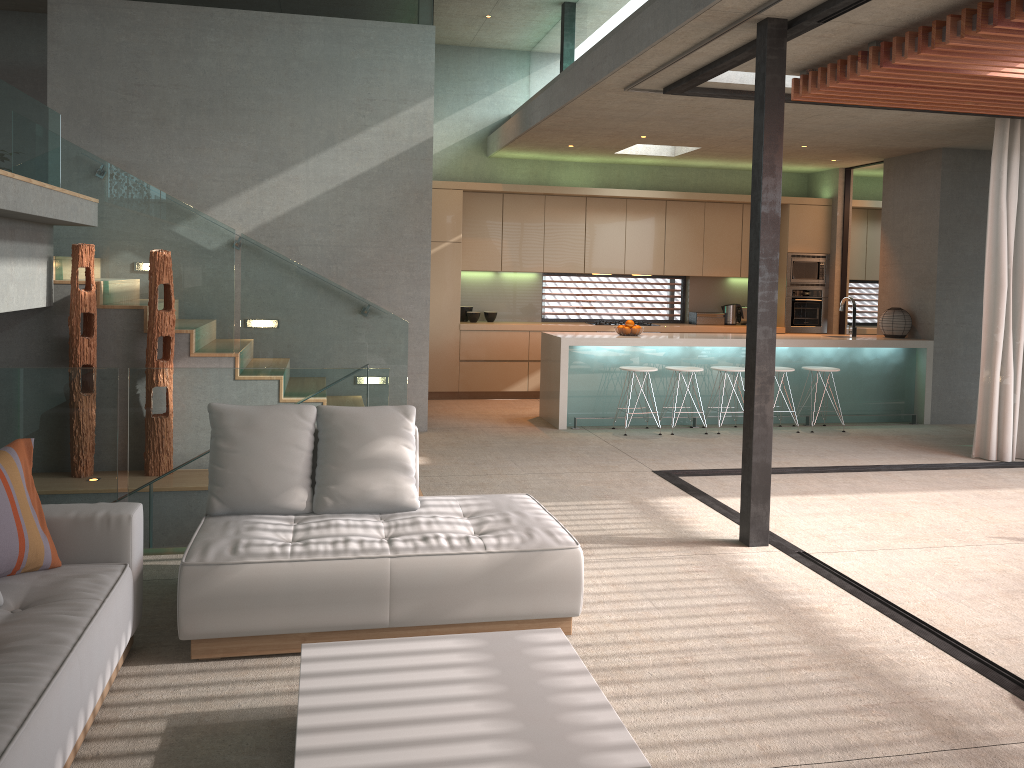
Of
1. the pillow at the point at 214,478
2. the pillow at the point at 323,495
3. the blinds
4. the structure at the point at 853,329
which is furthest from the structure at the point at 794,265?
the pillow at the point at 214,478

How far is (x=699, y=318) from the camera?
11.43m

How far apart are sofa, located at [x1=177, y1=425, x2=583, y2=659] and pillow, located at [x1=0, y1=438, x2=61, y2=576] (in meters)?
0.43

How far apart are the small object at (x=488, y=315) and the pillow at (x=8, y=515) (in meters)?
7.79

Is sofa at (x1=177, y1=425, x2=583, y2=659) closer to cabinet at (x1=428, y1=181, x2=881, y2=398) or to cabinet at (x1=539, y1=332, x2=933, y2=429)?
cabinet at (x1=539, y1=332, x2=933, y2=429)

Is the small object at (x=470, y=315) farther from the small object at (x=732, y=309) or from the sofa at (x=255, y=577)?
the sofa at (x=255, y=577)

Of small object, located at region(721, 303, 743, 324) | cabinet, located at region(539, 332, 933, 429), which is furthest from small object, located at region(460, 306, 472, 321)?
small object, located at region(721, 303, 743, 324)

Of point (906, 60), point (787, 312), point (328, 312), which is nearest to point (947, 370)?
point (787, 312)

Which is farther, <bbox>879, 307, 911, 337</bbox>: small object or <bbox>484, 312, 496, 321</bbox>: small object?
<bbox>484, 312, 496, 321</bbox>: small object

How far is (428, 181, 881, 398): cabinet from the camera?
10.37m
